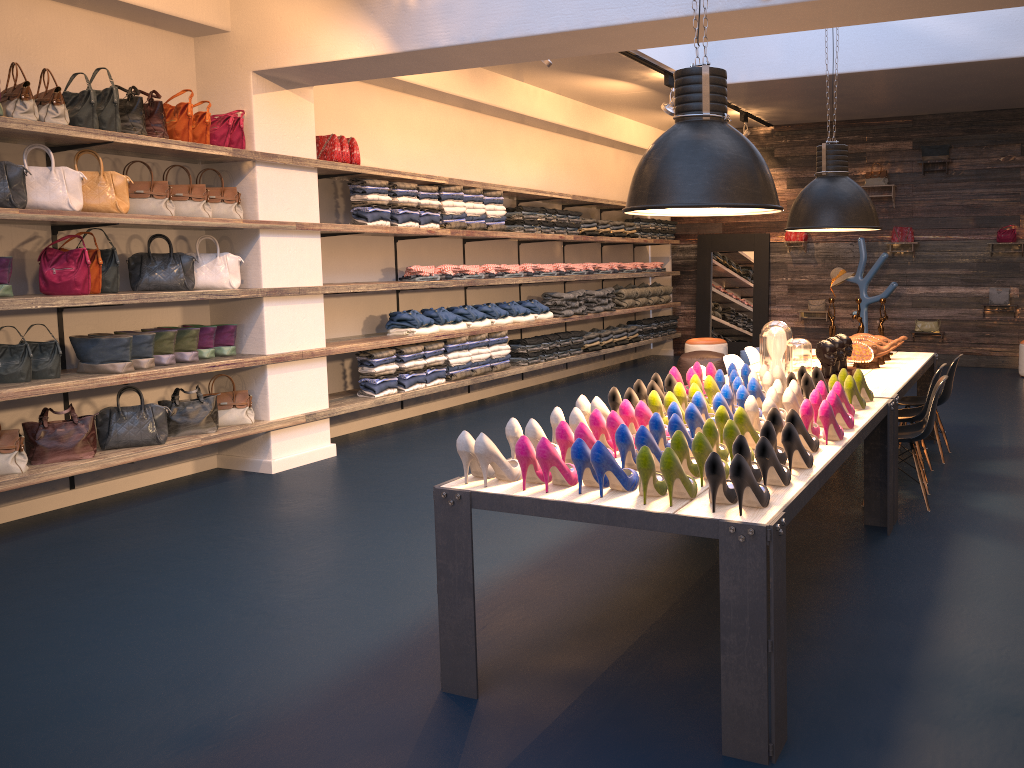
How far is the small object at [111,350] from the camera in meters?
5.6

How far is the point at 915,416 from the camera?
5.6m

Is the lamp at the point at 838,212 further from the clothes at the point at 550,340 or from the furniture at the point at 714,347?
the furniture at the point at 714,347

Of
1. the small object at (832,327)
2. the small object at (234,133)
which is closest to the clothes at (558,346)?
the small object at (832,327)

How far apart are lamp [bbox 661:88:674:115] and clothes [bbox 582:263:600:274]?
2.35m

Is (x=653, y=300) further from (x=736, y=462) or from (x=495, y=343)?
(x=736, y=462)

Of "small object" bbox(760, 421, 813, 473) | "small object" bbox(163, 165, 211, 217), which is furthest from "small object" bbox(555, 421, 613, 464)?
"small object" bbox(163, 165, 211, 217)

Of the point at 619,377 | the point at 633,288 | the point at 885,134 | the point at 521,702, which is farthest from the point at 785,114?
the point at 521,702

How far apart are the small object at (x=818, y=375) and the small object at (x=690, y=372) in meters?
0.6 m

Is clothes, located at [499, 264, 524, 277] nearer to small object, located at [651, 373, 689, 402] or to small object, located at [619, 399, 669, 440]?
small object, located at [651, 373, 689, 402]
